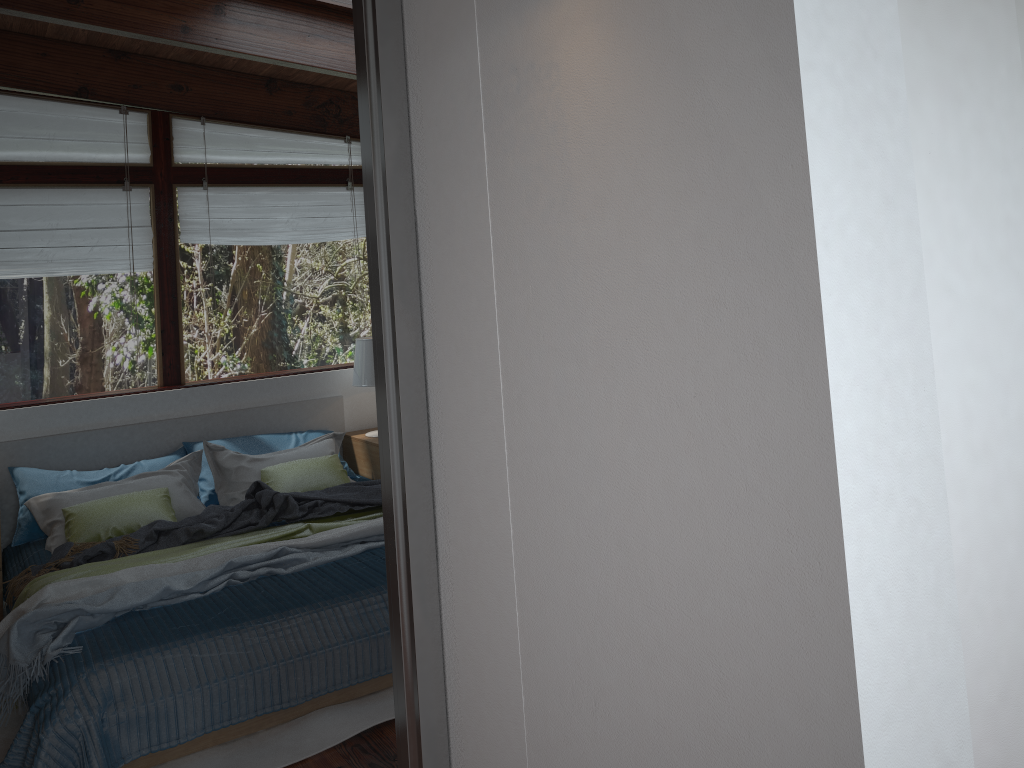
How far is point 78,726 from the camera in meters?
2.6

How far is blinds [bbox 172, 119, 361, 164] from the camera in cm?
511

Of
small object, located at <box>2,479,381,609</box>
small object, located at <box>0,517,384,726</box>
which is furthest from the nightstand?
small object, located at <box>0,517,384,726</box>

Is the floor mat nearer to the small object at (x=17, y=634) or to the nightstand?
the small object at (x=17, y=634)

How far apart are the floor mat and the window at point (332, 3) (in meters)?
3.00

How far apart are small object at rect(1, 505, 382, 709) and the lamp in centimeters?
115cm

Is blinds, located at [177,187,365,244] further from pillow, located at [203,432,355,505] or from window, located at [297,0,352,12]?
window, located at [297,0,352,12]

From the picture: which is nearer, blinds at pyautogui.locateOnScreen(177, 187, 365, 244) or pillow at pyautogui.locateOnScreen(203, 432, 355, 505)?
pillow at pyautogui.locateOnScreen(203, 432, 355, 505)

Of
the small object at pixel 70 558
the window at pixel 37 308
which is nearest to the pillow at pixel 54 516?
the small object at pixel 70 558

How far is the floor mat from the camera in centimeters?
281cm
